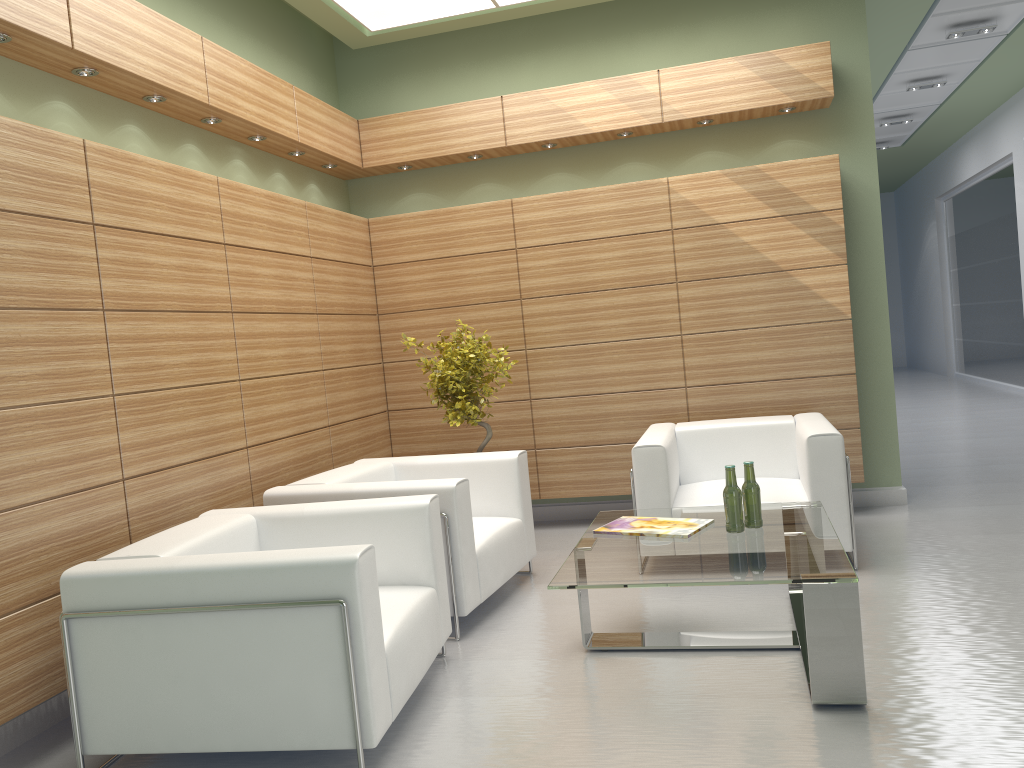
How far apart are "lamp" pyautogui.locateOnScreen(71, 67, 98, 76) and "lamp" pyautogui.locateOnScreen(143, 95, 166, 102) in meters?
0.7

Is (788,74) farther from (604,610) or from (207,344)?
(207,344)

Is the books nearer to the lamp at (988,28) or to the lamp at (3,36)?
the lamp at (3,36)

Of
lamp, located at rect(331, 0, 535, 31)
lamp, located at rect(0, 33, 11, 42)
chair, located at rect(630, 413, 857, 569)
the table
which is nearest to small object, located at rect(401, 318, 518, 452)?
chair, located at rect(630, 413, 857, 569)

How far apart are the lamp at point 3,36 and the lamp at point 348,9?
4.3 meters

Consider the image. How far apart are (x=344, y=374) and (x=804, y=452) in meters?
Answer: 4.9 m

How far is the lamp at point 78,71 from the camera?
6.4m

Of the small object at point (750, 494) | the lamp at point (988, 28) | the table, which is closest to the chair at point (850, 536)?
the table

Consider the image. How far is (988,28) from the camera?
13.29m

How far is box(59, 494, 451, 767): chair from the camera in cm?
469
